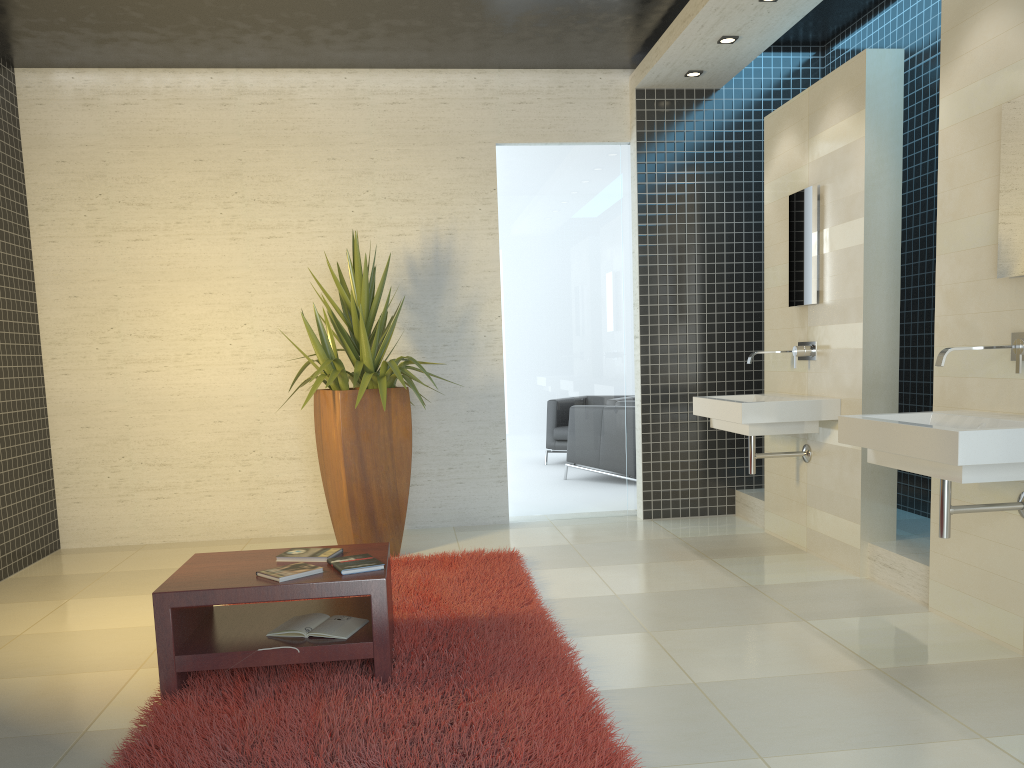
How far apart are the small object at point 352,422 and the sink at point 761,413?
1.8m

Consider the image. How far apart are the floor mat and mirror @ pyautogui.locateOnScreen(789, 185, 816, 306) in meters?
2.3

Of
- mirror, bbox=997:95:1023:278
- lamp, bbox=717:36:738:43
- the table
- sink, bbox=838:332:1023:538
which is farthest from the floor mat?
lamp, bbox=717:36:738:43

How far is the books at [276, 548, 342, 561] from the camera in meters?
3.6

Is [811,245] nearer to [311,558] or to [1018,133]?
[1018,133]

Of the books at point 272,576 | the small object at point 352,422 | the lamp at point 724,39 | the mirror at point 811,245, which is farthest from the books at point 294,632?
the lamp at point 724,39

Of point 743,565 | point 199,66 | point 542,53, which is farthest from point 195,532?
point 542,53

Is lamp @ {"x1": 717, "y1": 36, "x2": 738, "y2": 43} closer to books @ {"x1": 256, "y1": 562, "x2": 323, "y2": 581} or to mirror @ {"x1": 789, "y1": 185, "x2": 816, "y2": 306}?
mirror @ {"x1": 789, "y1": 185, "x2": 816, "y2": 306}

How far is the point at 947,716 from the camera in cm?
295

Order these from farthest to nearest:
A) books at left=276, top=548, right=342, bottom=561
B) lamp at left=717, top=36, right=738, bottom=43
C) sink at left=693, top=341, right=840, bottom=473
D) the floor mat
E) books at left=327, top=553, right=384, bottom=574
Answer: lamp at left=717, top=36, right=738, bottom=43
sink at left=693, top=341, right=840, bottom=473
books at left=276, top=548, right=342, bottom=561
books at left=327, top=553, right=384, bottom=574
the floor mat
